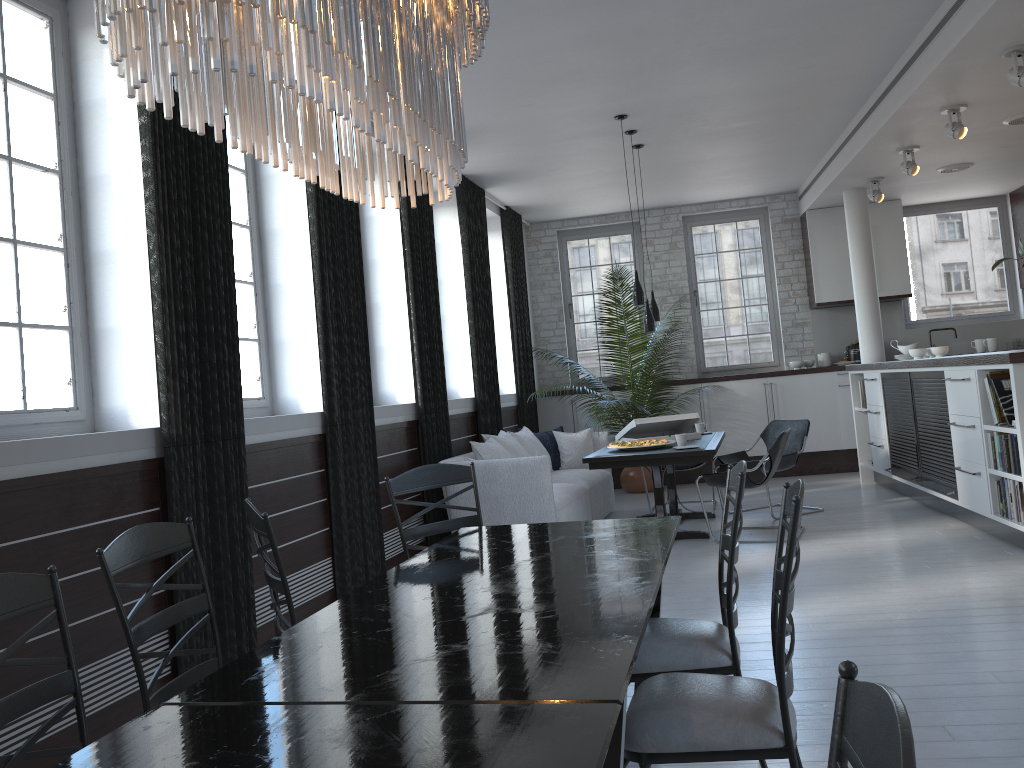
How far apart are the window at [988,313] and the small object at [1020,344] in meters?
0.6

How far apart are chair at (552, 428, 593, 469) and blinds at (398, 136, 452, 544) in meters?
1.5

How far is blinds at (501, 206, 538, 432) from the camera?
9.84m

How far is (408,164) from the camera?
2.1 meters

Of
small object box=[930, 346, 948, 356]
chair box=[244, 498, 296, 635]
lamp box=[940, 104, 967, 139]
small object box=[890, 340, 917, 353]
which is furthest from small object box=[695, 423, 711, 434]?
chair box=[244, 498, 296, 635]

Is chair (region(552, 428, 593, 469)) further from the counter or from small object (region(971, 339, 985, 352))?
small object (region(971, 339, 985, 352))

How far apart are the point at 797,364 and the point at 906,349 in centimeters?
156cm

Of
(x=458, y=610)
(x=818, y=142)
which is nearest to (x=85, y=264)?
(x=458, y=610)

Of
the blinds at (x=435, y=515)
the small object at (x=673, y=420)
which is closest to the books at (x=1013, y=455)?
the small object at (x=673, y=420)

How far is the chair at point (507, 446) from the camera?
7.5m
